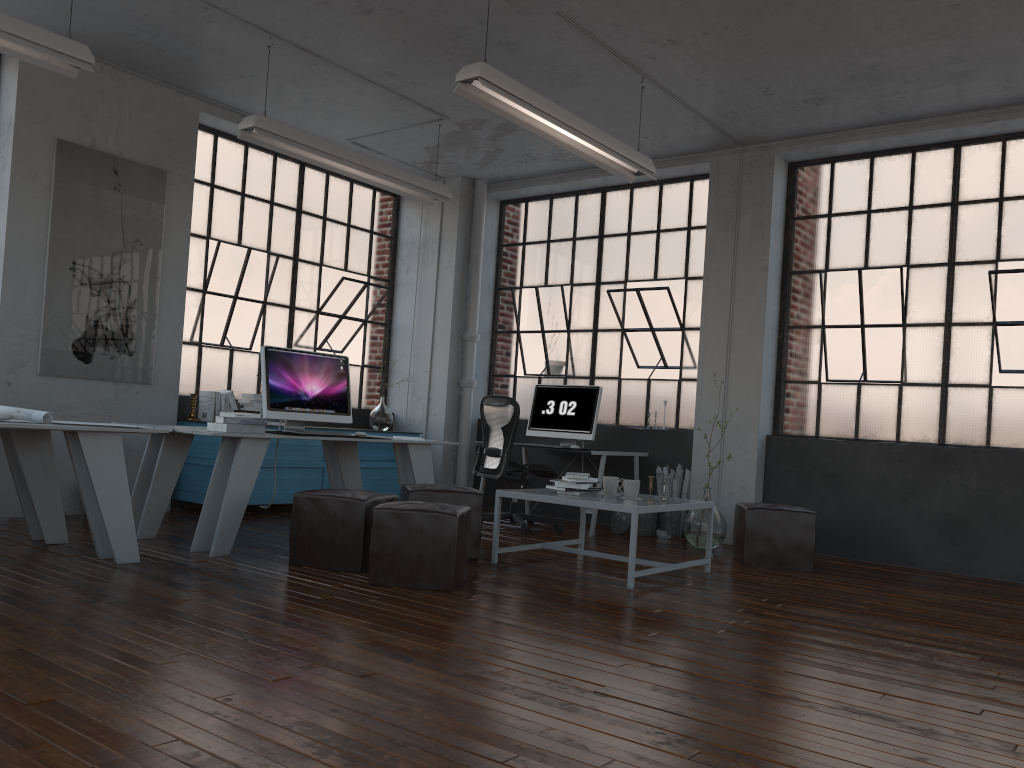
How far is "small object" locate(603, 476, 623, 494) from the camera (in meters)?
5.56

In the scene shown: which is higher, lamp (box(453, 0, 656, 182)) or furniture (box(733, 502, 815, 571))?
lamp (box(453, 0, 656, 182))

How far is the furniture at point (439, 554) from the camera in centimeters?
434cm

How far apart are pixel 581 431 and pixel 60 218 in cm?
430

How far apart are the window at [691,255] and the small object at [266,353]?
2.80m

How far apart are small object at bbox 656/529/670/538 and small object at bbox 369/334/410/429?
2.8 meters

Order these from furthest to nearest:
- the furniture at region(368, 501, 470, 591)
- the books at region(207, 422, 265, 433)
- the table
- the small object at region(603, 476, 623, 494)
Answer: the small object at region(603, 476, 623, 494), the books at region(207, 422, 265, 433), the table, the furniture at region(368, 501, 470, 591)

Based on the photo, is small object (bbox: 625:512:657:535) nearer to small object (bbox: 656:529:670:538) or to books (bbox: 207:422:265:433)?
small object (bbox: 656:529:670:538)

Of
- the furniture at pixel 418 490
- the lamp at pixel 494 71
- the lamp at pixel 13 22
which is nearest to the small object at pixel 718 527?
the furniture at pixel 418 490

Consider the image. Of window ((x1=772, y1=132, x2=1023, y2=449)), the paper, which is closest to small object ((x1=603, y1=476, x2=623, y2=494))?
window ((x1=772, y1=132, x2=1023, y2=449))
